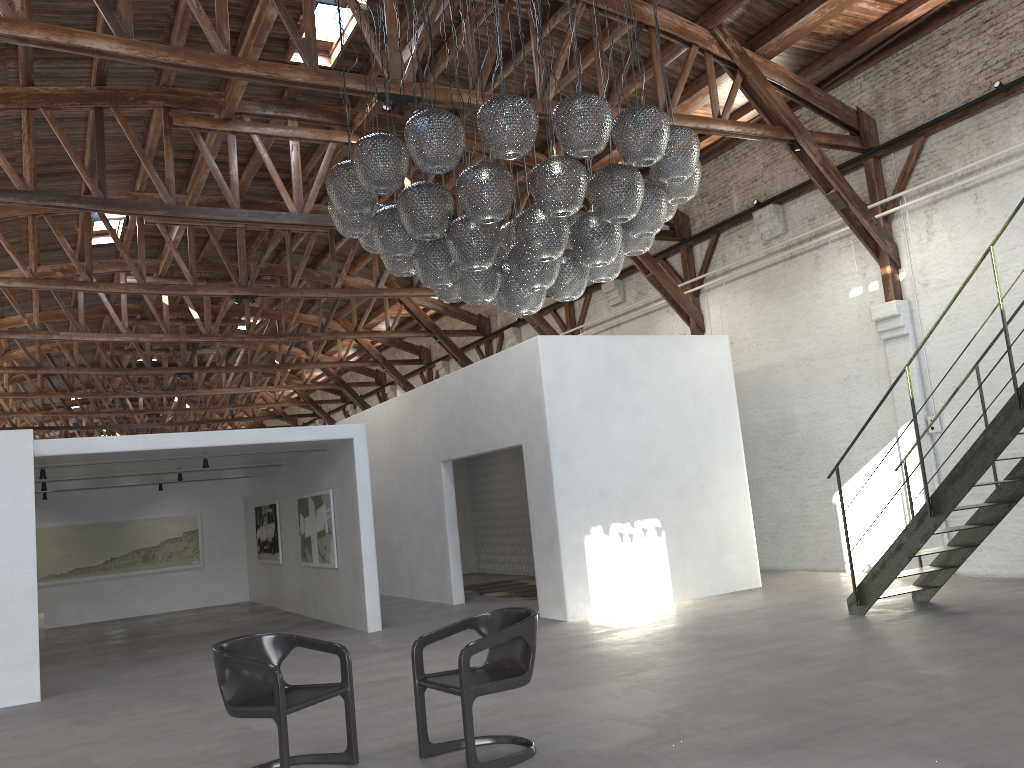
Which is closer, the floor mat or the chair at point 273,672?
the chair at point 273,672

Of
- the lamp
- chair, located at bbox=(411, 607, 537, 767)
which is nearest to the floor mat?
the lamp

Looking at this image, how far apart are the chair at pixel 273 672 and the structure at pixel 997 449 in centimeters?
518cm

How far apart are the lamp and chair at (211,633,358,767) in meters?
2.4 m

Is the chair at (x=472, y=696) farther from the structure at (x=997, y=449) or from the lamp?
the structure at (x=997, y=449)

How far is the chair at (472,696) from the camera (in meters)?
4.60

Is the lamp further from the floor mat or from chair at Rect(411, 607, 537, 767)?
the floor mat

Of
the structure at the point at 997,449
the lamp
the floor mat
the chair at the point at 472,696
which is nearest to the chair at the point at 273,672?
the chair at the point at 472,696

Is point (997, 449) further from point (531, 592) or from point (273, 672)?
point (531, 592)

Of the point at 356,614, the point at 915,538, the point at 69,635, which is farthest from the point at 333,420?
the point at 915,538
